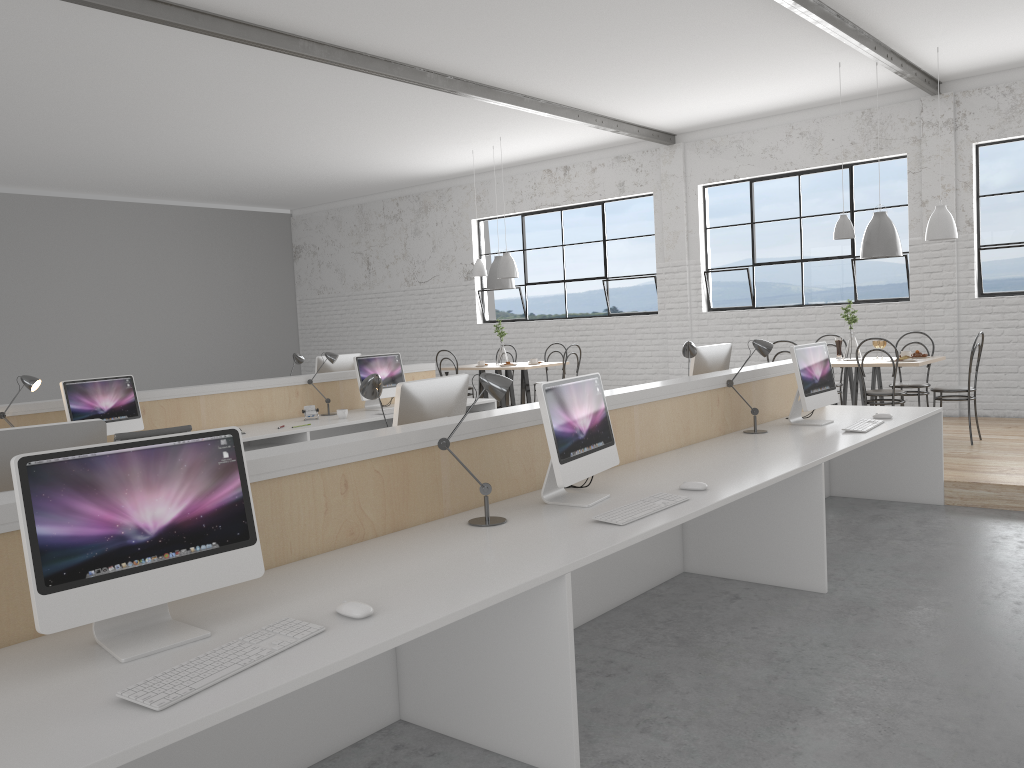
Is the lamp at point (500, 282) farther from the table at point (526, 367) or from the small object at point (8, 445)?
the small object at point (8, 445)

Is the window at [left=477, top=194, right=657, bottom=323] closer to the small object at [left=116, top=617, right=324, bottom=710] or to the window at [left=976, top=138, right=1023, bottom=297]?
the window at [left=976, top=138, right=1023, bottom=297]

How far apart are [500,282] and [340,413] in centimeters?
289cm

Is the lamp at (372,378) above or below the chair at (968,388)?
above

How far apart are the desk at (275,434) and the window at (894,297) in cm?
284

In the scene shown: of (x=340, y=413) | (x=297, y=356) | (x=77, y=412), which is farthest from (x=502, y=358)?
(x=77, y=412)

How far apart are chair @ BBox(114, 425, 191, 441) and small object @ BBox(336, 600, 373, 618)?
2.8m

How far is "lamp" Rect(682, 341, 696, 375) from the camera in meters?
4.1

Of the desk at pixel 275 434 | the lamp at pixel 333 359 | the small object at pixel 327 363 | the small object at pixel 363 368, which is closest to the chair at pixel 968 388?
the desk at pixel 275 434

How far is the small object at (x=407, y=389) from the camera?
2.80m
